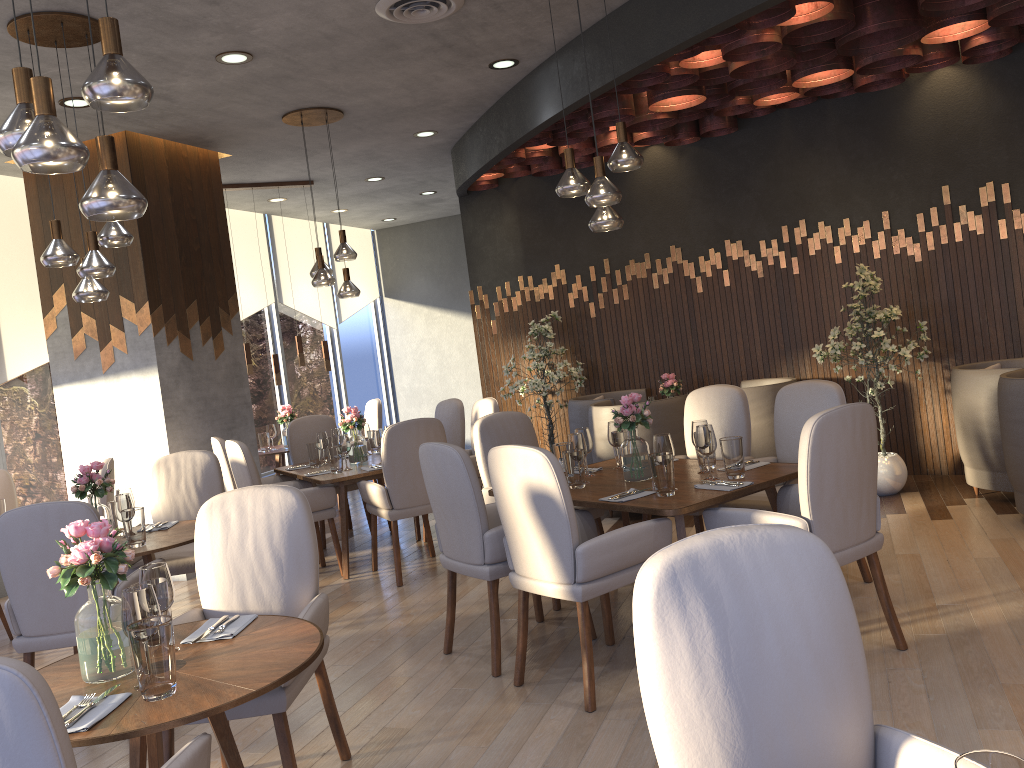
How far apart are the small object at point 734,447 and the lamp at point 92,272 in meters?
3.0 m

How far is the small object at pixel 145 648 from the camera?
2.08m

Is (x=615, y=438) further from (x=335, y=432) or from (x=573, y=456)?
(x=335, y=432)

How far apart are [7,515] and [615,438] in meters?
2.8

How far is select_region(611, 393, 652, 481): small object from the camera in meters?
4.1

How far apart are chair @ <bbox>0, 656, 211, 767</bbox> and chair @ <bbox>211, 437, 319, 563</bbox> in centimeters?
428cm

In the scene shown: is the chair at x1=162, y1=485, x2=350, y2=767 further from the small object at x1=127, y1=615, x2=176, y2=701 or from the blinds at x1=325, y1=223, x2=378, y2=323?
the blinds at x1=325, y1=223, x2=378, y2=323

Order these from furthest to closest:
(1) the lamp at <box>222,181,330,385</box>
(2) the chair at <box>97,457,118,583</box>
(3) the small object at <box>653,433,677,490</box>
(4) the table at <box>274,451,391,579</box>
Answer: (1) the lamp at <box>222,181,330,385</box> < (4) the table at <box>274,451,391,579</box> < (2) the chair at <box>97,457,118,583</box> < (3) the small object at <box>653,433,677,490</box>

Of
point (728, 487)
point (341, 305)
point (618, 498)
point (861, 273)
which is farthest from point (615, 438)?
point (341, 305)

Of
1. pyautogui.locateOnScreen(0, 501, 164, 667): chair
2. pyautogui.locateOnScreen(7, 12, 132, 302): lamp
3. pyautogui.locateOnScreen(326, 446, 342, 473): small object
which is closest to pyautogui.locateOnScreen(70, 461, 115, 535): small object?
pyautogui.locateOnScreen(0, 501, 164, 667): chair
